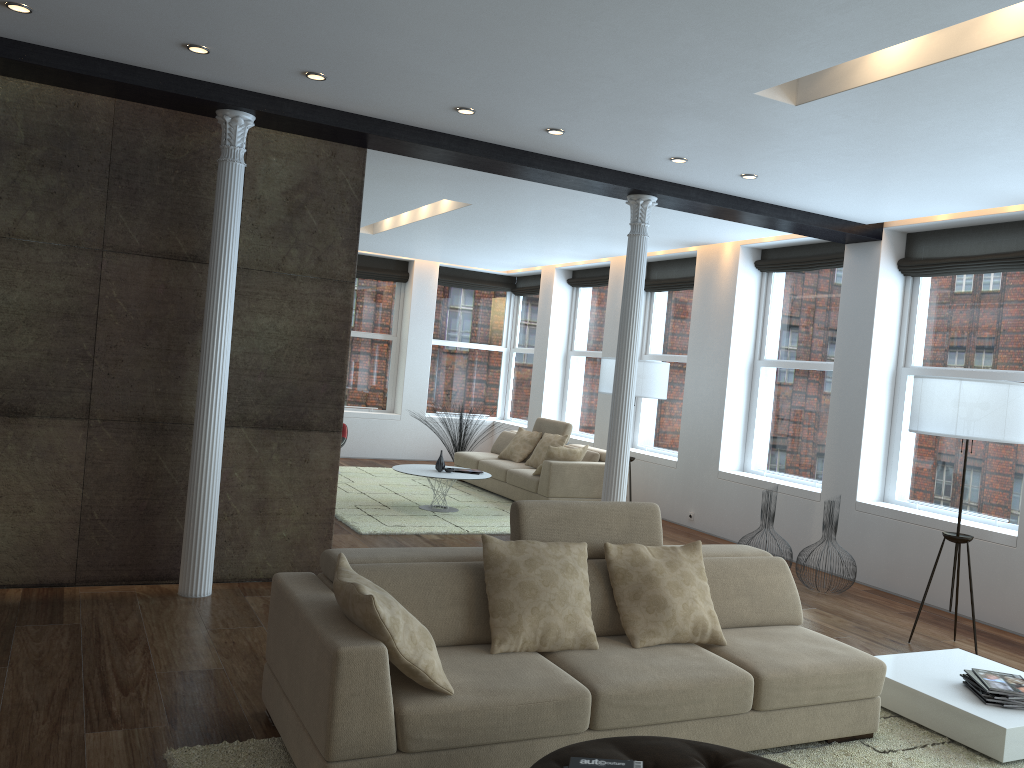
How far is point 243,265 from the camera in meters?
5.6

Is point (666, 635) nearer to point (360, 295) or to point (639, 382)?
point (639, 382)

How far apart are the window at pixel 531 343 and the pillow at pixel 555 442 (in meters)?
3.12

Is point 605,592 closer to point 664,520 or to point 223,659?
point 223,659

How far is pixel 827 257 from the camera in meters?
8.3

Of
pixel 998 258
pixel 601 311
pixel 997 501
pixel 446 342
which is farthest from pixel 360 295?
pixel 997 501

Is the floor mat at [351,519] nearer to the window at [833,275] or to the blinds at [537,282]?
the window at [833,275]

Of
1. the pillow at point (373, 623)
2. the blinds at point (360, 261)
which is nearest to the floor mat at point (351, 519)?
the blinds at point (360, 261)

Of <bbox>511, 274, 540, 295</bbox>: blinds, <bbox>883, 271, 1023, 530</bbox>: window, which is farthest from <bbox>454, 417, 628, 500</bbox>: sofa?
<bbox>883, 271, 1023, 530</bbox>: window

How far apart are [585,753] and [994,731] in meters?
2.2
